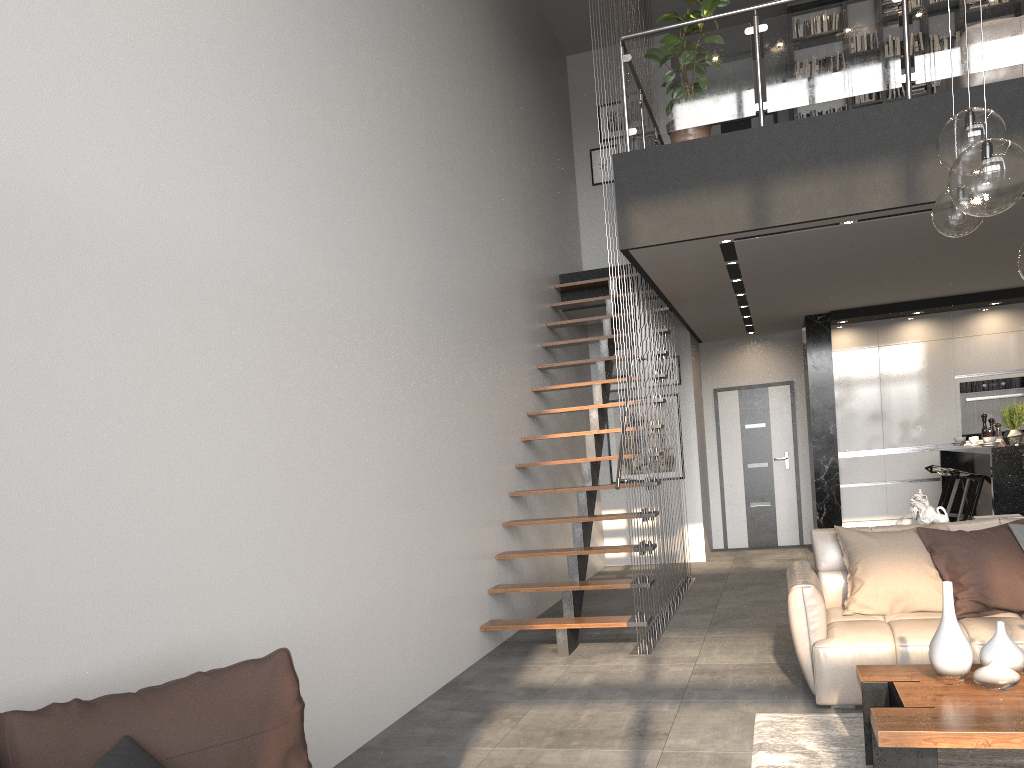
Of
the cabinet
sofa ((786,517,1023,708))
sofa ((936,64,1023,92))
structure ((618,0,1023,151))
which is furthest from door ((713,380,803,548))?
sofa ((786,517,1023,708))

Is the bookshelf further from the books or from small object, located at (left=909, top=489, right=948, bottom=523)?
small object, located at (left=909, top=489, right=948, bottom=523)

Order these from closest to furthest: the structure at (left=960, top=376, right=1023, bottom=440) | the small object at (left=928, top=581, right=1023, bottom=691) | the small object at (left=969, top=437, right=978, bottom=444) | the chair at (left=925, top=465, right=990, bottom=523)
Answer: the small object at (left=928, top=581, right=1023, bottom=691)
the chair at (left=925, top=465, right=990, bottom=523)
the small object at (left=969, top=437, right=978, bottom=444)
the structure at (left=960, top=376, right=1023, bottom=440)

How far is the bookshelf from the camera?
9.47m

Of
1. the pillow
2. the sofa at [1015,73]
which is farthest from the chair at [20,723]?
the sofa at [1015,73]

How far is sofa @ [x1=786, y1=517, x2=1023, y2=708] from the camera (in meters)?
4.05

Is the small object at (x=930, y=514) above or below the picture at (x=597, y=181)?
below

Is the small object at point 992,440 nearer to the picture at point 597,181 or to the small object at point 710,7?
the small object at point 710,7

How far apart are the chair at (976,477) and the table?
3.9m

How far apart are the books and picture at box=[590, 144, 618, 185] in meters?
2.5
